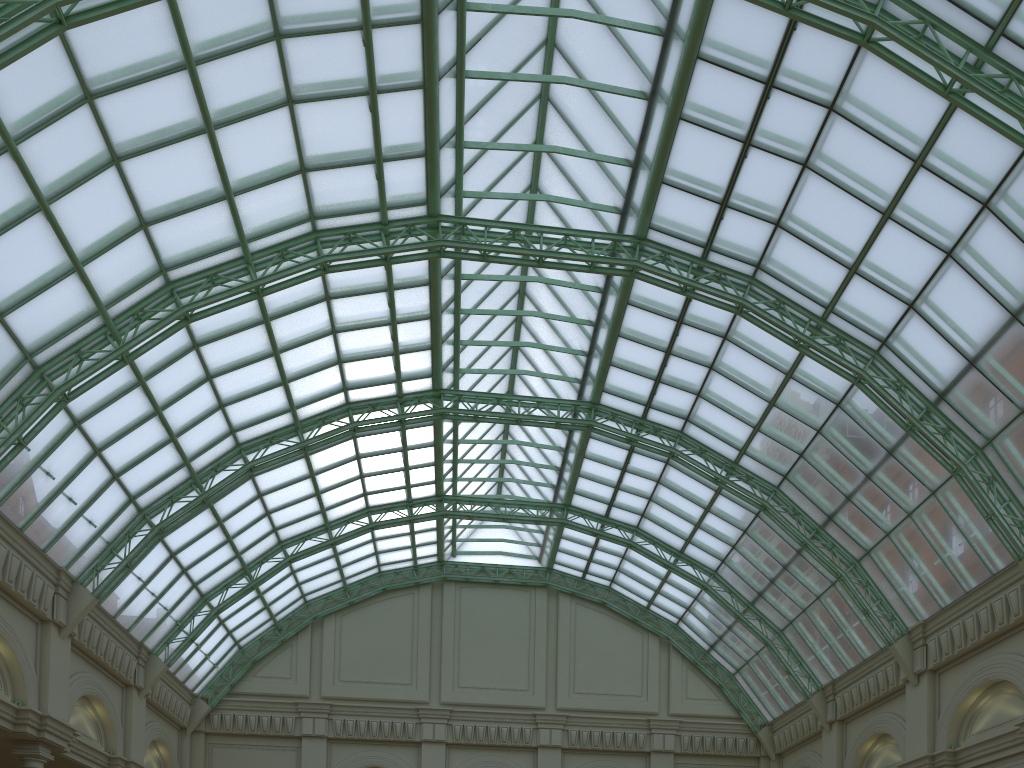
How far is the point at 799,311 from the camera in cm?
3300
